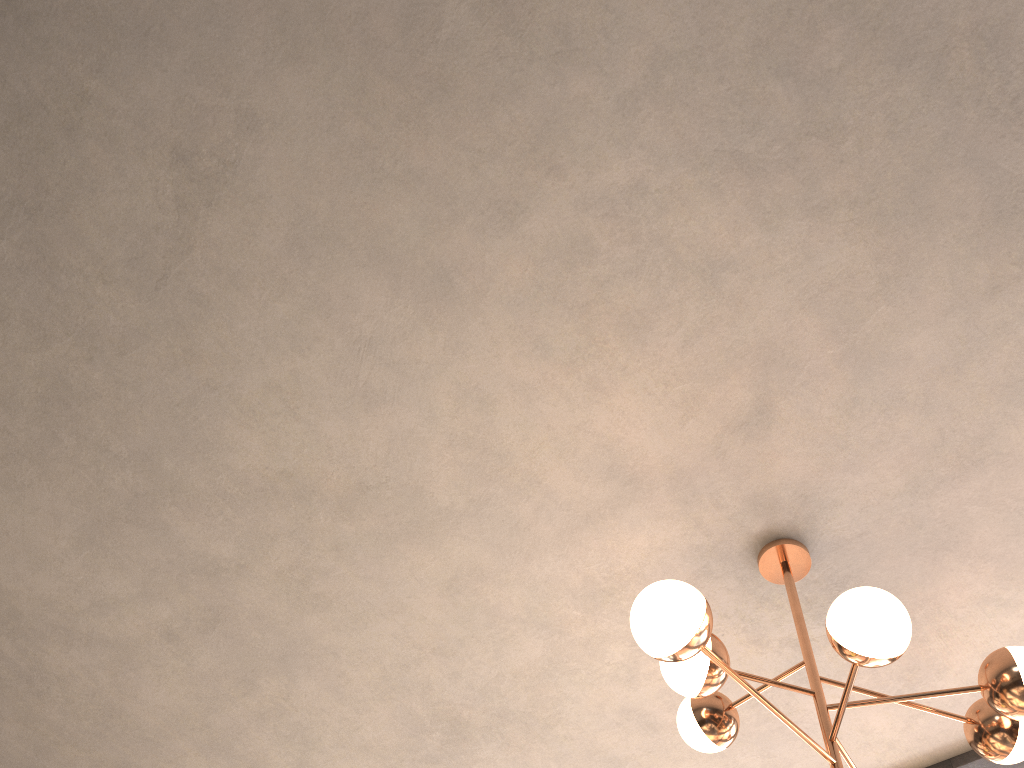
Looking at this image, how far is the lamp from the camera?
2.0 meters

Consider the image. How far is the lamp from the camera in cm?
195

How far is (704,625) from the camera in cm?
195
